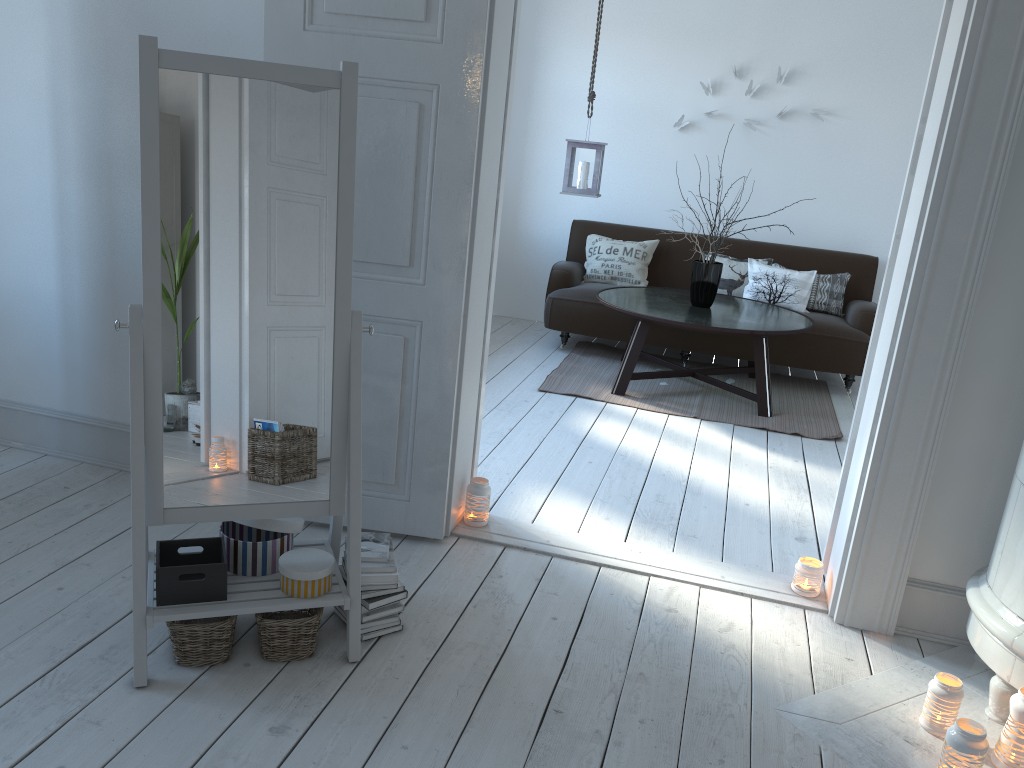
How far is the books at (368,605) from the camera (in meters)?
2.38

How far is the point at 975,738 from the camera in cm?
200

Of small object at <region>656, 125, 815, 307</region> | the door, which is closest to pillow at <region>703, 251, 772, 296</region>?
small object at <region>656, 125, 815, 307</region>

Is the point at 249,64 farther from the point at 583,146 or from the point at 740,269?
the point at 740,269

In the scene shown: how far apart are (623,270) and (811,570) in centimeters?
362cm

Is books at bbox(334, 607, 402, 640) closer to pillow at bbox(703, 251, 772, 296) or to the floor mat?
the floor mat

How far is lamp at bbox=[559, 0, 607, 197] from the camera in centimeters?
525cm

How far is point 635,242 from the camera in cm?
629

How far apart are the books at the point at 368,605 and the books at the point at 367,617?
0.03m

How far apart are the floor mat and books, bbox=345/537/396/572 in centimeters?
273cm
